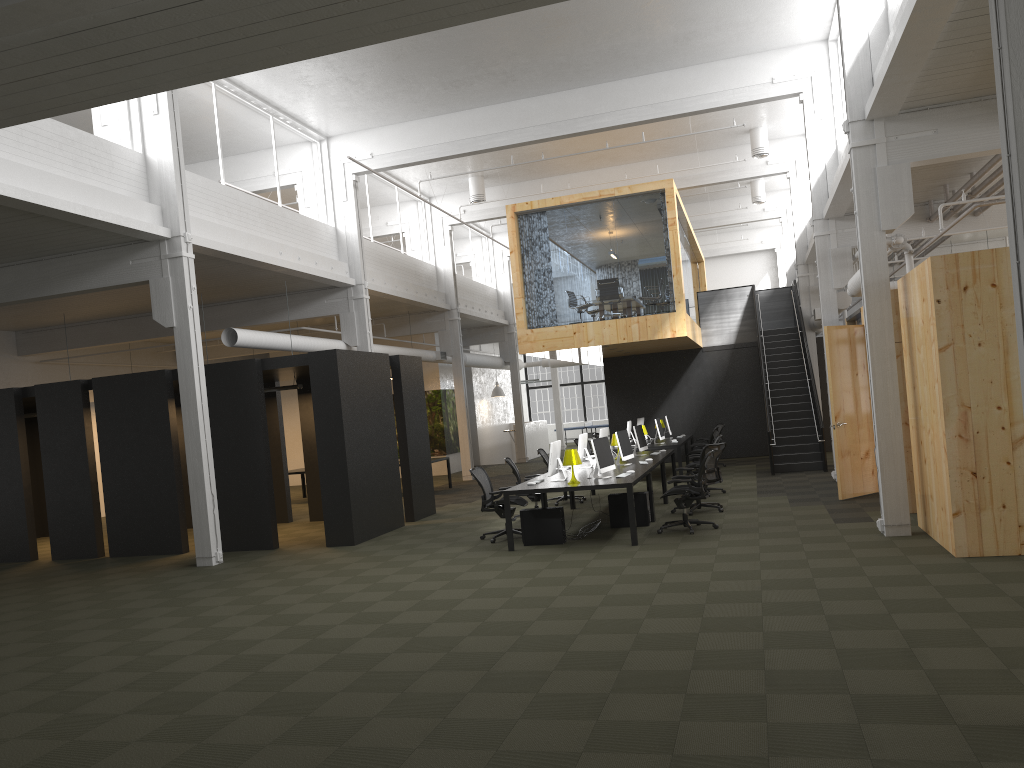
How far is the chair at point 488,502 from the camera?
11.9 meters

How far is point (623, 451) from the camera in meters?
13.3

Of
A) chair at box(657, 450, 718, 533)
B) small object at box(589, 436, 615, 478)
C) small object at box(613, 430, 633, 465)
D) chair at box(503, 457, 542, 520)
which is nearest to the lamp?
small object at box(589, 436, 615, 478)

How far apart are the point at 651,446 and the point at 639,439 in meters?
2.7 m

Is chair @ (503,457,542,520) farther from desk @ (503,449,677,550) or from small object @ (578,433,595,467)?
small object @ (578,433,595,467)

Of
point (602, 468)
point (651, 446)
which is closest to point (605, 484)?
point (602, 468)

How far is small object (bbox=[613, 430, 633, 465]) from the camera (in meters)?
13.33

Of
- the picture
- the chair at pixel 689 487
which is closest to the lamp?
the chair at pixel 689 487

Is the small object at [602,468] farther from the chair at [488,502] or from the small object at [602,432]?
the small object at [602,432]

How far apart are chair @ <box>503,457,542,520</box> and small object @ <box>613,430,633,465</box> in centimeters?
150cm
